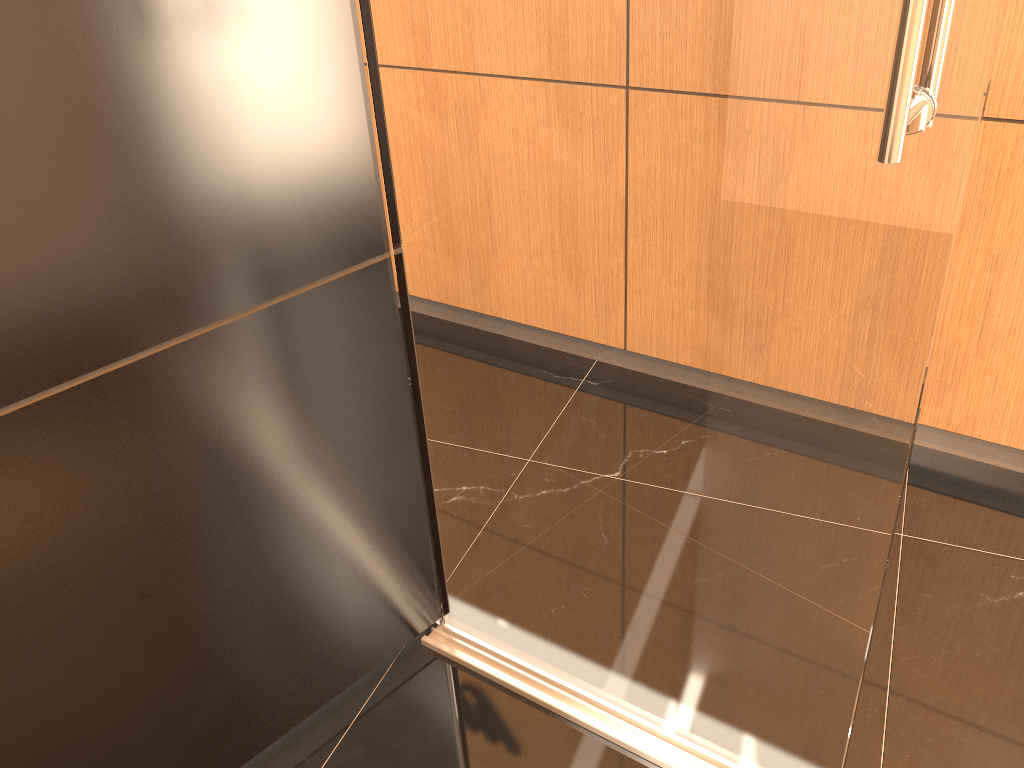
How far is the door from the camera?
1.0 meters

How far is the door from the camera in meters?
1.0

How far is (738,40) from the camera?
1.03m
